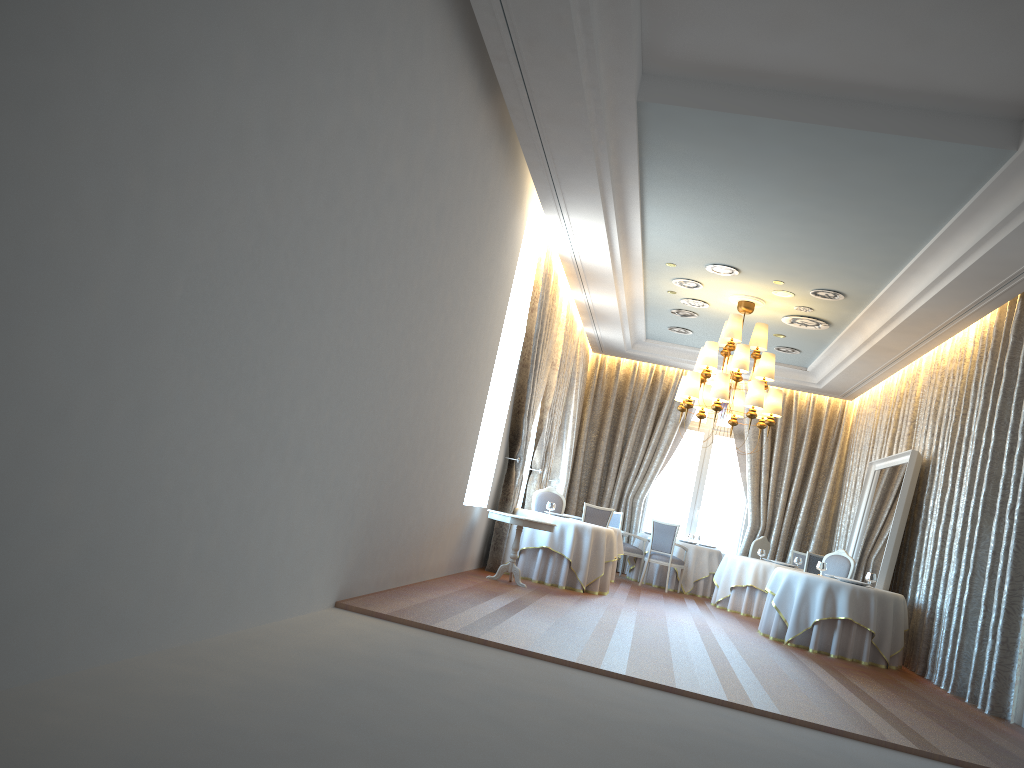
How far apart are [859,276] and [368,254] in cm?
692

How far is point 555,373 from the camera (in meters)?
13.39

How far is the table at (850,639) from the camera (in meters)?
9.92

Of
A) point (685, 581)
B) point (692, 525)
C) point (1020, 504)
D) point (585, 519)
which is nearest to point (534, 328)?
point (585, 519)

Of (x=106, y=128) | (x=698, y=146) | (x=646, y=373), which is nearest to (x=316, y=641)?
(x=106, y=128)

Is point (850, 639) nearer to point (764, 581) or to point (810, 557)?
point (810, 557)

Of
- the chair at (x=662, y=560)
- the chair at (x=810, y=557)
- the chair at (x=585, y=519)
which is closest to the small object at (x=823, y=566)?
the chair at (x=810, y=557)

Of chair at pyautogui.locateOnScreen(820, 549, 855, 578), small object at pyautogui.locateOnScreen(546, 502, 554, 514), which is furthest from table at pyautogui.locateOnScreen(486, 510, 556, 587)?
chair at pyautogui.locateOnScreen(820, 549, 855, 578)

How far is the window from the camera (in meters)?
17.12

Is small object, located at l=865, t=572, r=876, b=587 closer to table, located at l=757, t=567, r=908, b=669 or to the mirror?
table, located at l=757, t=567, r=908, b=669
